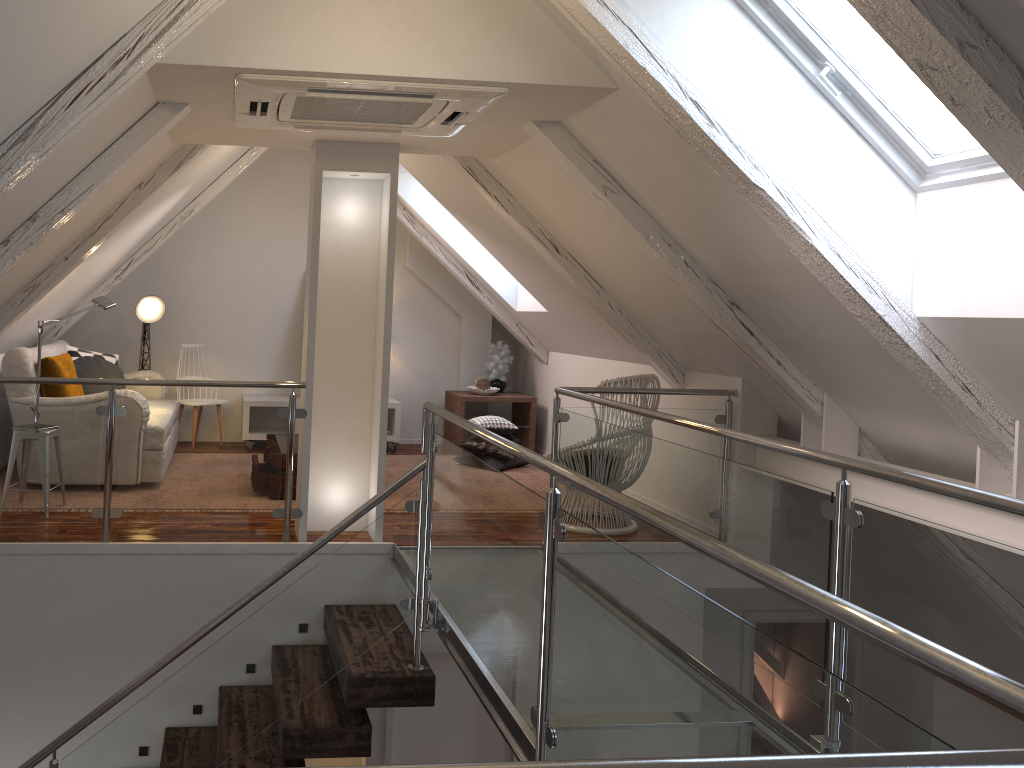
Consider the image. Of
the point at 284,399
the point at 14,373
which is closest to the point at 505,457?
the point at 284,399

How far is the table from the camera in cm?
659

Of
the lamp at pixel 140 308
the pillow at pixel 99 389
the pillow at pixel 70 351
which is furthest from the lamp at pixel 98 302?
the lamp at pixel 140 308

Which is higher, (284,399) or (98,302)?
(98,302)

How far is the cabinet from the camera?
6.34m

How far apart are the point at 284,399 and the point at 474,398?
1.4 meters

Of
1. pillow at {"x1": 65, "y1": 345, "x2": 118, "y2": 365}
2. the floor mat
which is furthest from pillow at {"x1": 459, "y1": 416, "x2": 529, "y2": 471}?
pillow at {"x1": 65, "y1": 345, "x2": 118, "y2": 365}

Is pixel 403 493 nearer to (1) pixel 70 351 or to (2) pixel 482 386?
(2) pixel 482 386

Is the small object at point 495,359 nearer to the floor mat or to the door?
the floor mat

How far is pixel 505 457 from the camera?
6.0 meters
